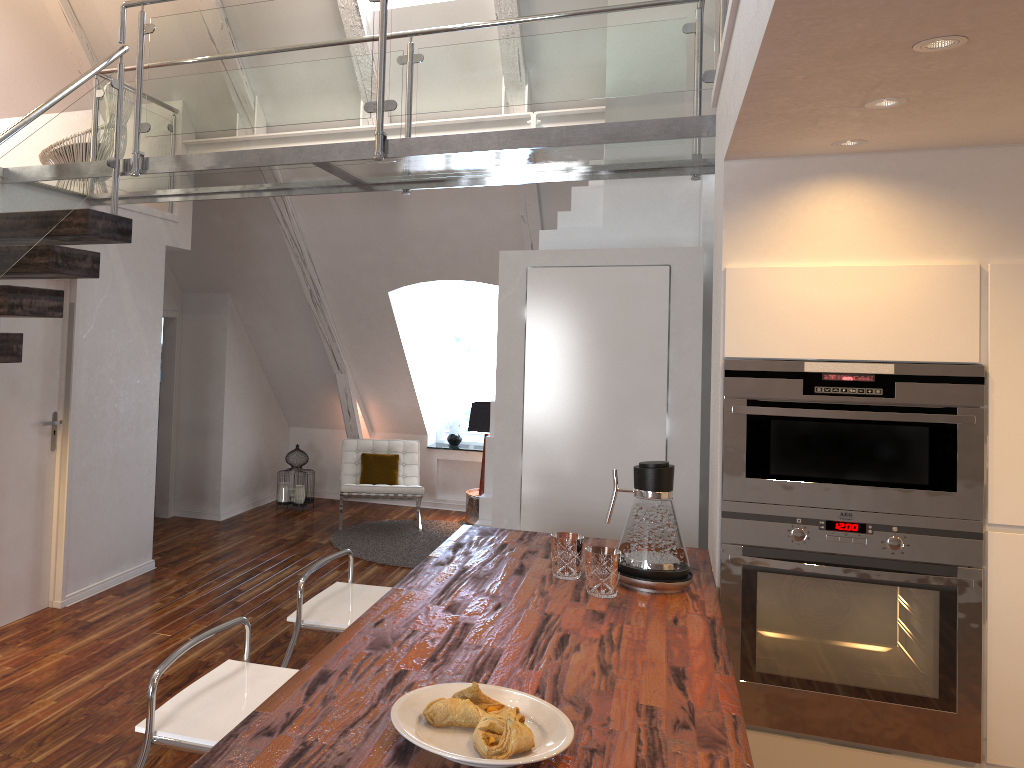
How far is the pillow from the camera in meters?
7.1

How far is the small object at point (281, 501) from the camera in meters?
7.4 m

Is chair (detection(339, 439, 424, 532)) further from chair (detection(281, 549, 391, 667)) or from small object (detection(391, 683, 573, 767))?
small object (detection(391, 683, 573, 767))

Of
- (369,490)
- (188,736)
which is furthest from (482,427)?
(188,736)

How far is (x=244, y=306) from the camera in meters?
6.9 m

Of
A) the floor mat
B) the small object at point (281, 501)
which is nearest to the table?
the floor mat

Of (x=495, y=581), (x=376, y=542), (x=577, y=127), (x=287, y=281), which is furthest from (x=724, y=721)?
(x=287, y=281)

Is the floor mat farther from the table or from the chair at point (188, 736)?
the chair at point (188, 736)

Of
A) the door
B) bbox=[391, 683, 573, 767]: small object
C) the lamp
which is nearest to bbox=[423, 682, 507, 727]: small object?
bbox=[391, 683, 573, 767]: small object

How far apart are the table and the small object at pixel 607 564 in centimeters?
470cm
